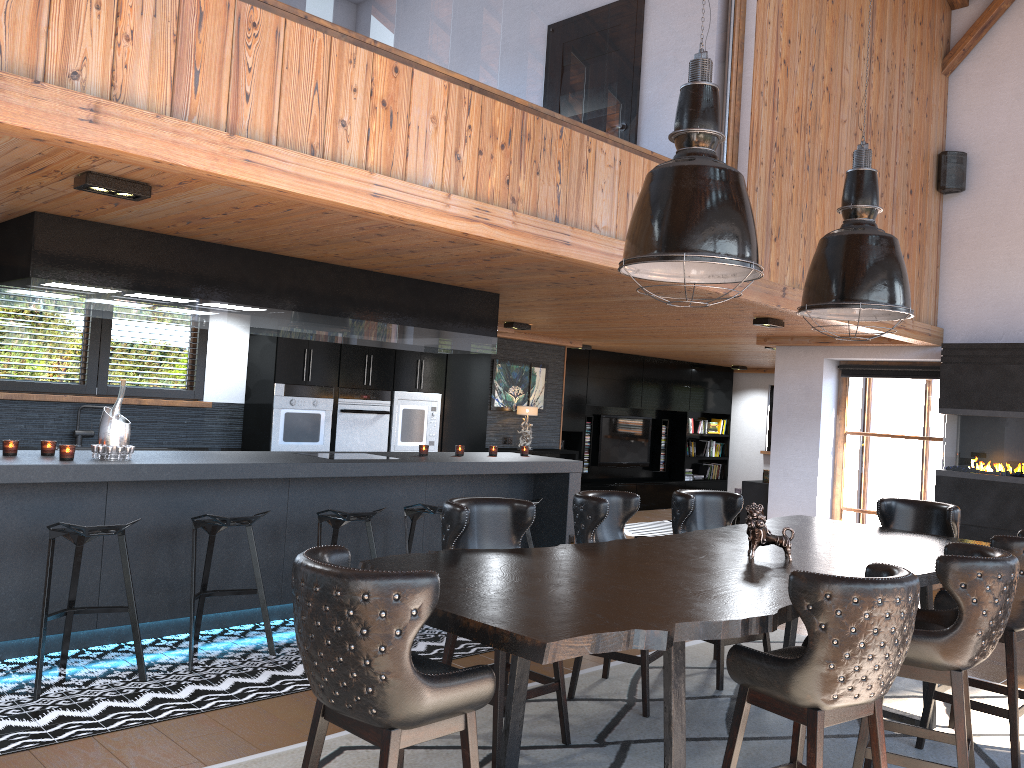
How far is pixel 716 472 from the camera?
15.31m

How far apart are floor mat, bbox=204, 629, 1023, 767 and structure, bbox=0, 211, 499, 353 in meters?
2.5

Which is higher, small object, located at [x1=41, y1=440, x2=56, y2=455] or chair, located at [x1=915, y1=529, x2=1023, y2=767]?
small object, located at [x1=41, y1=440, x2=56, y2=455]

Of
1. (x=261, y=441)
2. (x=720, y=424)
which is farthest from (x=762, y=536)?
(x=720, y=424)

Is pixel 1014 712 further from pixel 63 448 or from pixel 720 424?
pixel 720 424

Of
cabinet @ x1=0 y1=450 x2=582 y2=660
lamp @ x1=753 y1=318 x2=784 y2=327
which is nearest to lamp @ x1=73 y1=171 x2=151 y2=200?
cabinet @ x1=0 y1=450 x2=582 y2=660

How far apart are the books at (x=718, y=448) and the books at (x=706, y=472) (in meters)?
0.36

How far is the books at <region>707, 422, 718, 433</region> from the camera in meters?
15.1 m

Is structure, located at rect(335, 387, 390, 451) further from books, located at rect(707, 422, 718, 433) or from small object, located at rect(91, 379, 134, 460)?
books, located at rect(707, 422, 718, 433)

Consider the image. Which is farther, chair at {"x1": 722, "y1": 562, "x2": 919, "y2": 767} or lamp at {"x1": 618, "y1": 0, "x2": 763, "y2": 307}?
lamp at {"x1": 618, "y1": 0, "x2": 763, "y2": 307}
